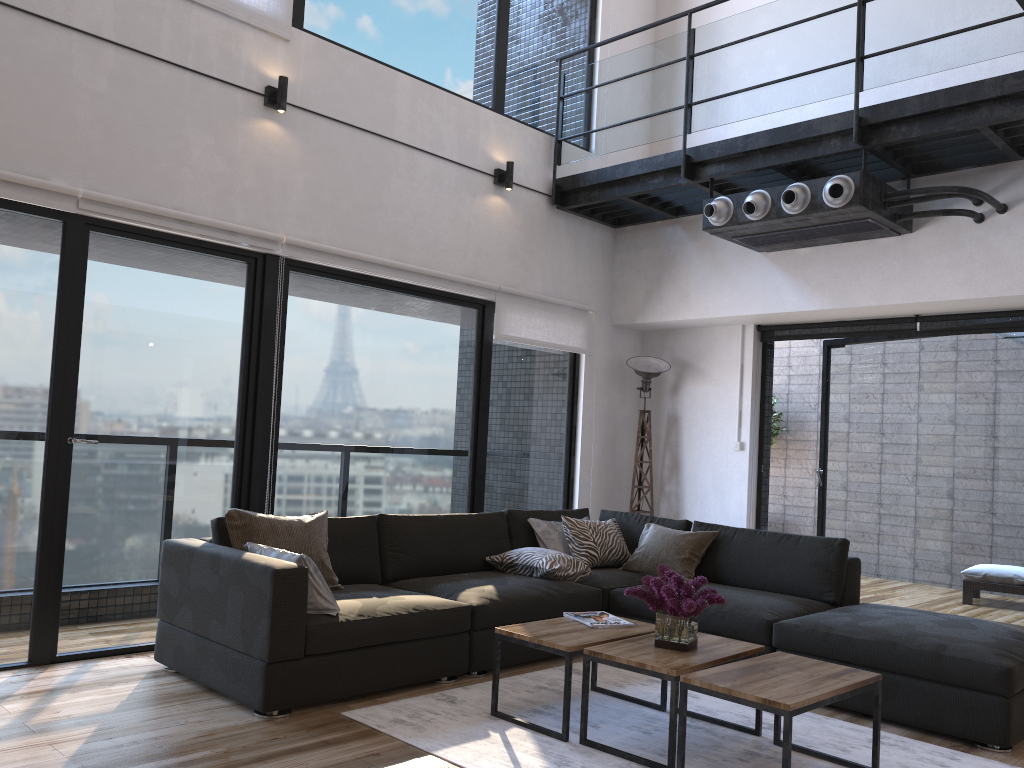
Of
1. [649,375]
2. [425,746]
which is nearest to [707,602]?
[425,746]

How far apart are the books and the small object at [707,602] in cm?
30

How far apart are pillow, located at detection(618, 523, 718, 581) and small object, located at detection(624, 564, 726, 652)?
1.51m

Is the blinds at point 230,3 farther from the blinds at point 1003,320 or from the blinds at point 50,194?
the blinds at point 1003,320

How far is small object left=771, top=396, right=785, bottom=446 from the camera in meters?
9.4

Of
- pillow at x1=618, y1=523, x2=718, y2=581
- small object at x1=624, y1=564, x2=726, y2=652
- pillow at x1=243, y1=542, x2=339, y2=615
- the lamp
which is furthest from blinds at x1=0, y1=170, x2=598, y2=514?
small object at x1=624, y1=564, x2=726, y2=652

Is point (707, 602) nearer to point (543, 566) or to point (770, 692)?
point (770, 692)

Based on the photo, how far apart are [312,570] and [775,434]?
6.9m

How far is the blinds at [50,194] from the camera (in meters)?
3.95

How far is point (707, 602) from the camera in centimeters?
326cm
